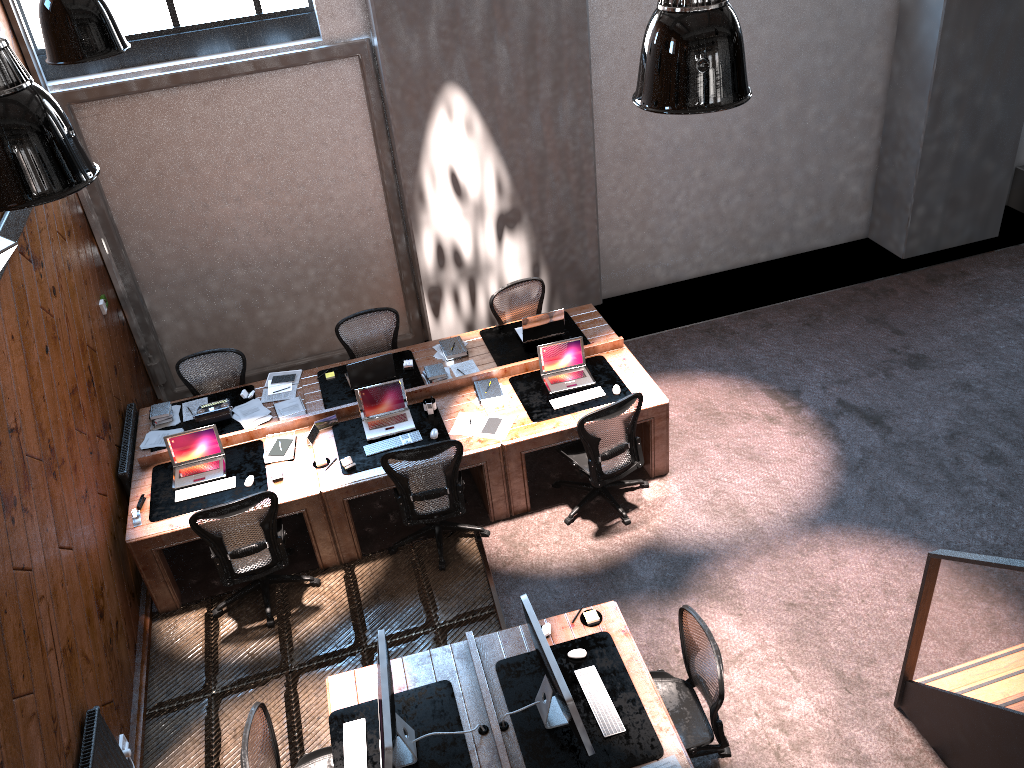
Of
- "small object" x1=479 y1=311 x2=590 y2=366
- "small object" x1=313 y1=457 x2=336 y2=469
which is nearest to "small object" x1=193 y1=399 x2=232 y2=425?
"small object" x1=313 y1=457 x2=336 y2=469

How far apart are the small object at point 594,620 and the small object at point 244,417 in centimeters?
341cm

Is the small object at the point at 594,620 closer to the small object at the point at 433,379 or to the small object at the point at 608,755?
the small object at the point at 608,755

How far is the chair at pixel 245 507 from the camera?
5.9m

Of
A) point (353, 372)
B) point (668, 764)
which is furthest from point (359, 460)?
point (668, 764)

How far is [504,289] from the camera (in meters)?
8.06

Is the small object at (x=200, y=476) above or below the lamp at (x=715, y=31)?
below

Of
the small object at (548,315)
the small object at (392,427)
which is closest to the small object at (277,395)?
the small object at (392,427)

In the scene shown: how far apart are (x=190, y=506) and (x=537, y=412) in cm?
267

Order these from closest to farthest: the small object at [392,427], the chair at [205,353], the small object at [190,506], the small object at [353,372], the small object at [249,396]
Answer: the small object at [190,506], the small object at [392,427], the small object at [353,372], the small object at [249,396], the chair at [205,353]
